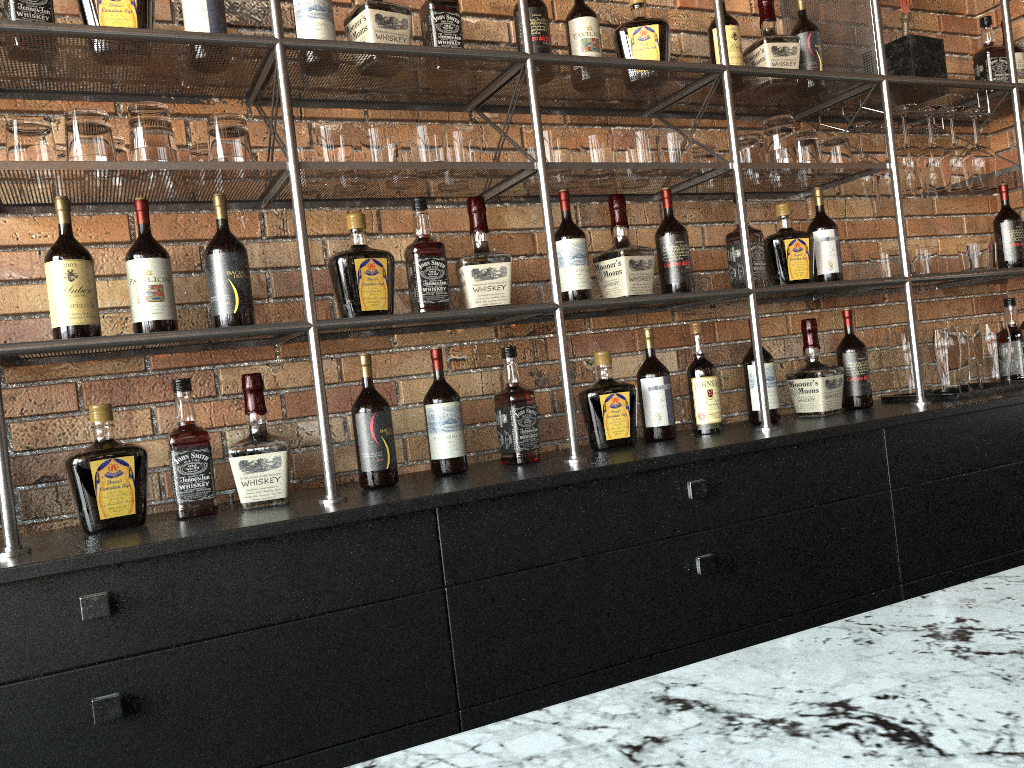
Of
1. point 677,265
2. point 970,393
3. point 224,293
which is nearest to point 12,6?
point 224,293

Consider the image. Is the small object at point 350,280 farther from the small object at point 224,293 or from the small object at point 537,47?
the small object at point 537,47

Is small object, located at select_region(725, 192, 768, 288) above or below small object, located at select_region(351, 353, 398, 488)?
above

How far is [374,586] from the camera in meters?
1.7

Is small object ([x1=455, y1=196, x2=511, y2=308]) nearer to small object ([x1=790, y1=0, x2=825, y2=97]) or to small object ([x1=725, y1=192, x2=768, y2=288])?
small object ([x1=725, y1=192, x2=768, y2=288])

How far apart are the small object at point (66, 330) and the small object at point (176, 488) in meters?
0.2 m

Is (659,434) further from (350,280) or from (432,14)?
(432,14)

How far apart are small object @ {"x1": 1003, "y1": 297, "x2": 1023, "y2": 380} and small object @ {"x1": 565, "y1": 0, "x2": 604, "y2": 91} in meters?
1.7

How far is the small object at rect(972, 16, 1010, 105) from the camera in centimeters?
290cm

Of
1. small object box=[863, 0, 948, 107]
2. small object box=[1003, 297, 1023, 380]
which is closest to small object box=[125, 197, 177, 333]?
small object box=[863, 0, 948, 107]
